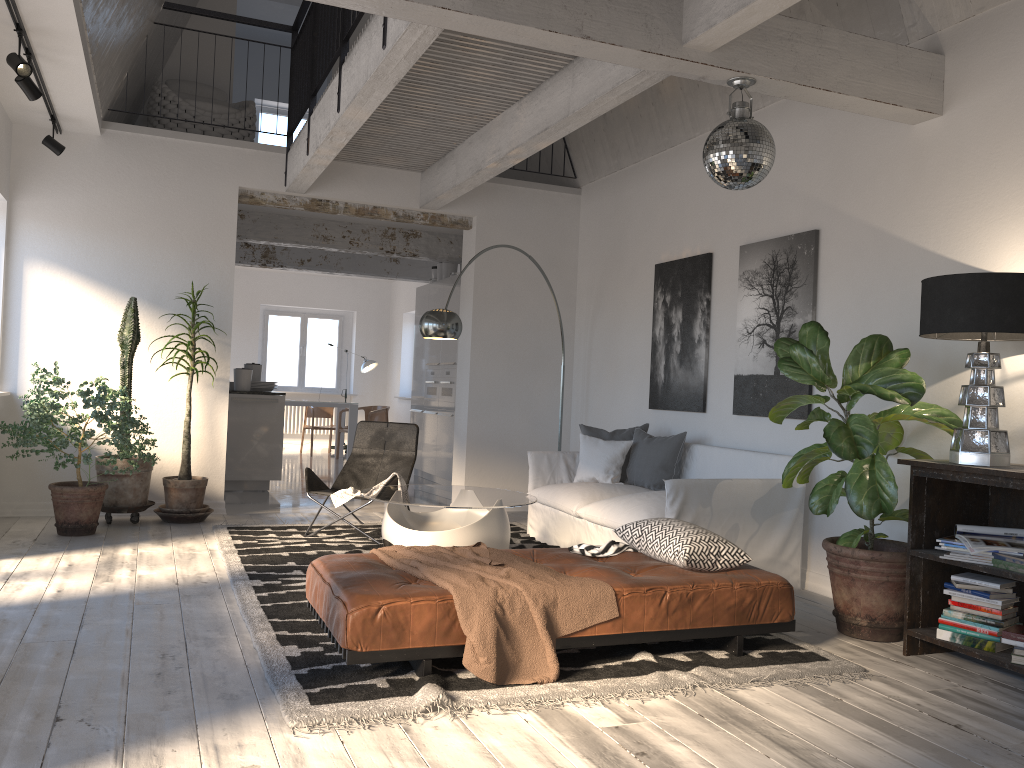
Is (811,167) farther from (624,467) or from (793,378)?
(624,467)

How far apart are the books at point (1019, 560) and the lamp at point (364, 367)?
11.4m

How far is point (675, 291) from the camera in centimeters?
684cm

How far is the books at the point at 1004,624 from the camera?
3.70m

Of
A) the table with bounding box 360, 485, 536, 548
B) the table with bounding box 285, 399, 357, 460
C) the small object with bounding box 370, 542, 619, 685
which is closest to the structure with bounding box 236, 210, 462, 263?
the table with bounding box 285, 399, 357, 460

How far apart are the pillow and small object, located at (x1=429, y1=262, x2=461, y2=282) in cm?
427

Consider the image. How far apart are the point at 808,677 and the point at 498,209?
5.6m

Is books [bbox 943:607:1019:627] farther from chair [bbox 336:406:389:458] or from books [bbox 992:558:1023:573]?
chair [bbox 336:406:389:458]

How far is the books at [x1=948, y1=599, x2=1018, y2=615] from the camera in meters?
3.7

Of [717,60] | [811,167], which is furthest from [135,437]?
[811,167]
